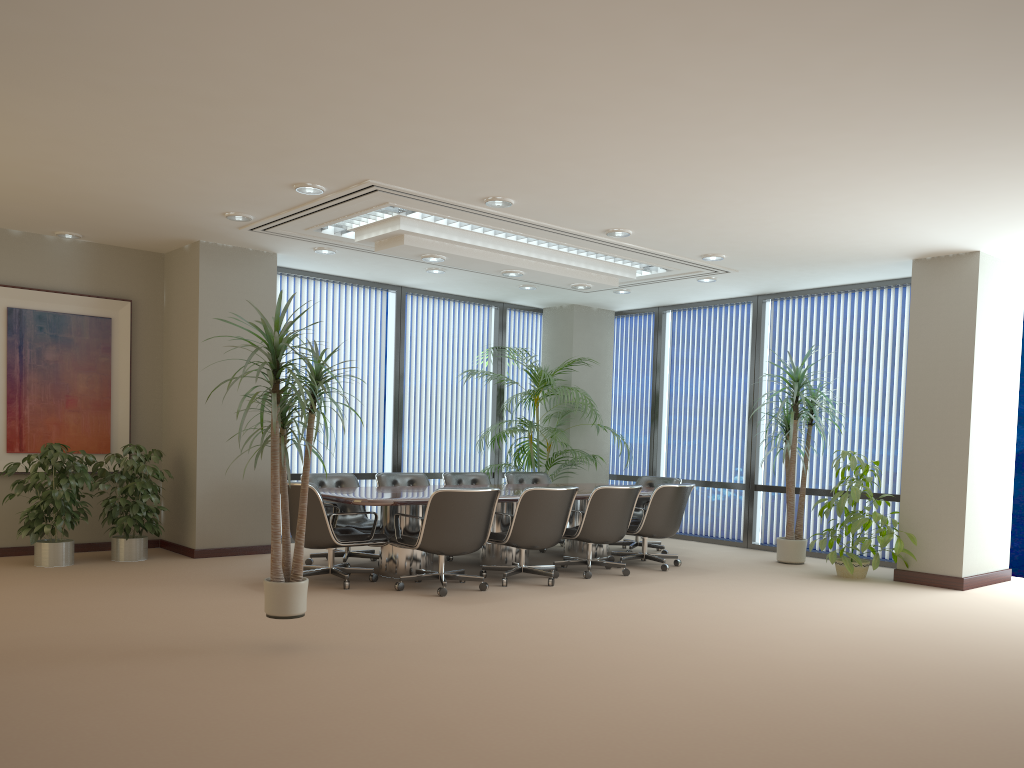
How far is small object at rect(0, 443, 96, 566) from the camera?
7.55m

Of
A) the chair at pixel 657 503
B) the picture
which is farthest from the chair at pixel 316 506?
the picture

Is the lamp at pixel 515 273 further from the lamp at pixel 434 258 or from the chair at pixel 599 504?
the chair at pixel 599 504

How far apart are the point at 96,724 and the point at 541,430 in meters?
7.3

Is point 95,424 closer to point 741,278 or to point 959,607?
point 741,278

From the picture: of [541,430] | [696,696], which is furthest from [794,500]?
[696,696]

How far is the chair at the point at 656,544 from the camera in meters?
9.7 m

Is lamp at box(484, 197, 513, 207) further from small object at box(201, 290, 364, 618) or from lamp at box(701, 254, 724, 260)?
lamp at box(701, 254, 724, 260)

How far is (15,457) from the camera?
8.25m

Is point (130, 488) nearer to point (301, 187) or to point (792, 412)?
point (301, 187)
